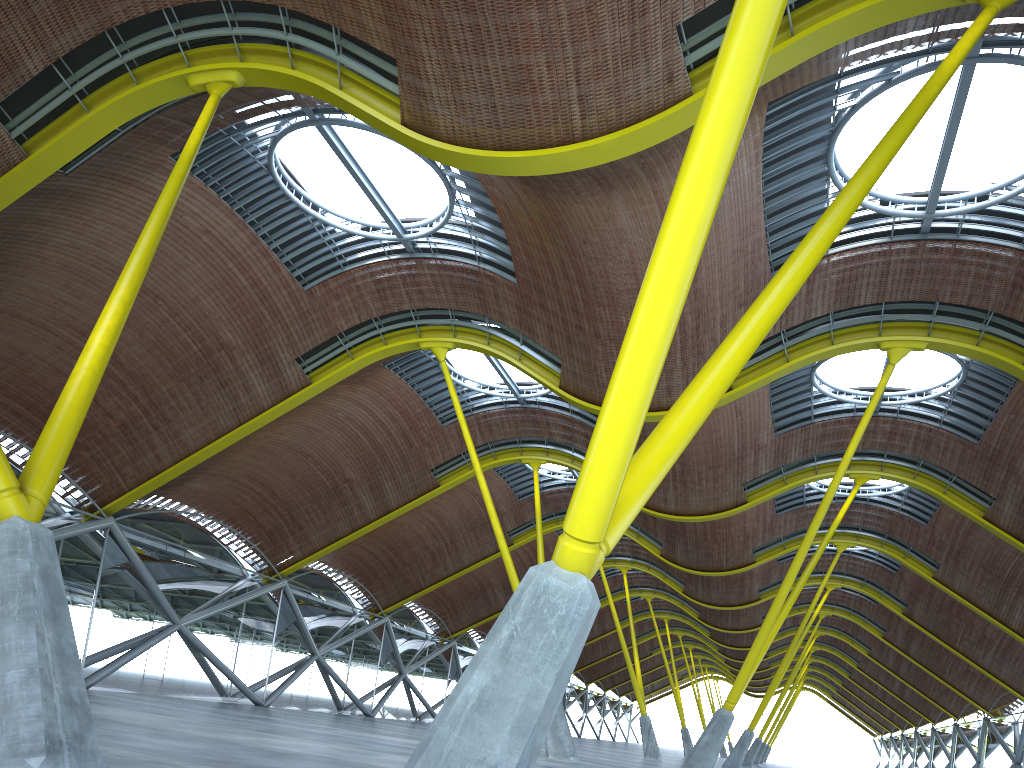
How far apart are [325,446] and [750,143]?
23.5 meters
